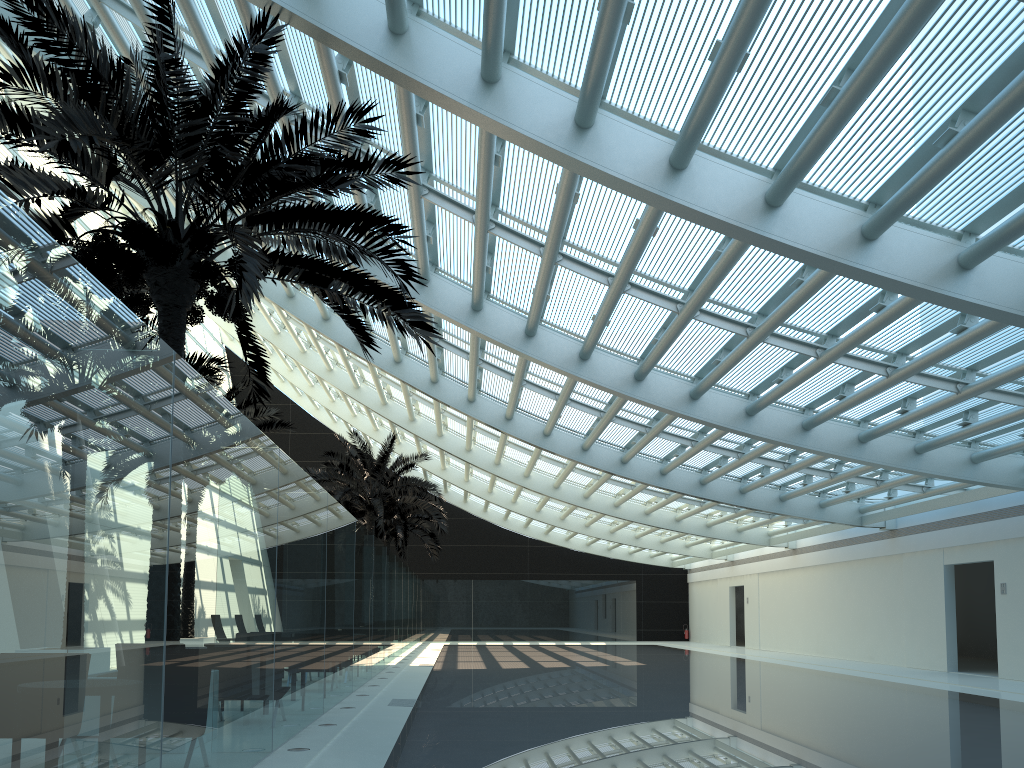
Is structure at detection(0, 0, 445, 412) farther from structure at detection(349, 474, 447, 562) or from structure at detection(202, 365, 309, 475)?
structure at detection(349, 474, 447, 562)

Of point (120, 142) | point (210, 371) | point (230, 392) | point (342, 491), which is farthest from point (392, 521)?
point (120, 142)

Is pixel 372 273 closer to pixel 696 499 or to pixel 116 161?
pixel 116 161

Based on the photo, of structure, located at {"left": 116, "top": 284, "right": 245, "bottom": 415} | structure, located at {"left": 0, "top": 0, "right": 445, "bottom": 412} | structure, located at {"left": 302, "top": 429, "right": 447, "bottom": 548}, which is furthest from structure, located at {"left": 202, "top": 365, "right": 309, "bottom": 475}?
structure, located at {"left": 0, "top": 0, "right": 445, "bottom": 412}

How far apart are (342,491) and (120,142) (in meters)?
19.15

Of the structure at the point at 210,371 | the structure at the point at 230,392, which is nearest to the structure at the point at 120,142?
the structure at the point at 210,371

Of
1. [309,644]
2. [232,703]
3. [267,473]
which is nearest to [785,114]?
[267,473]

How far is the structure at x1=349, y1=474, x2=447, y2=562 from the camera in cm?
3315

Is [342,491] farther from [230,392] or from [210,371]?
[210,371]

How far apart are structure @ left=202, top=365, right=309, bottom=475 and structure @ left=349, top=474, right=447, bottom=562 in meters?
13.1
